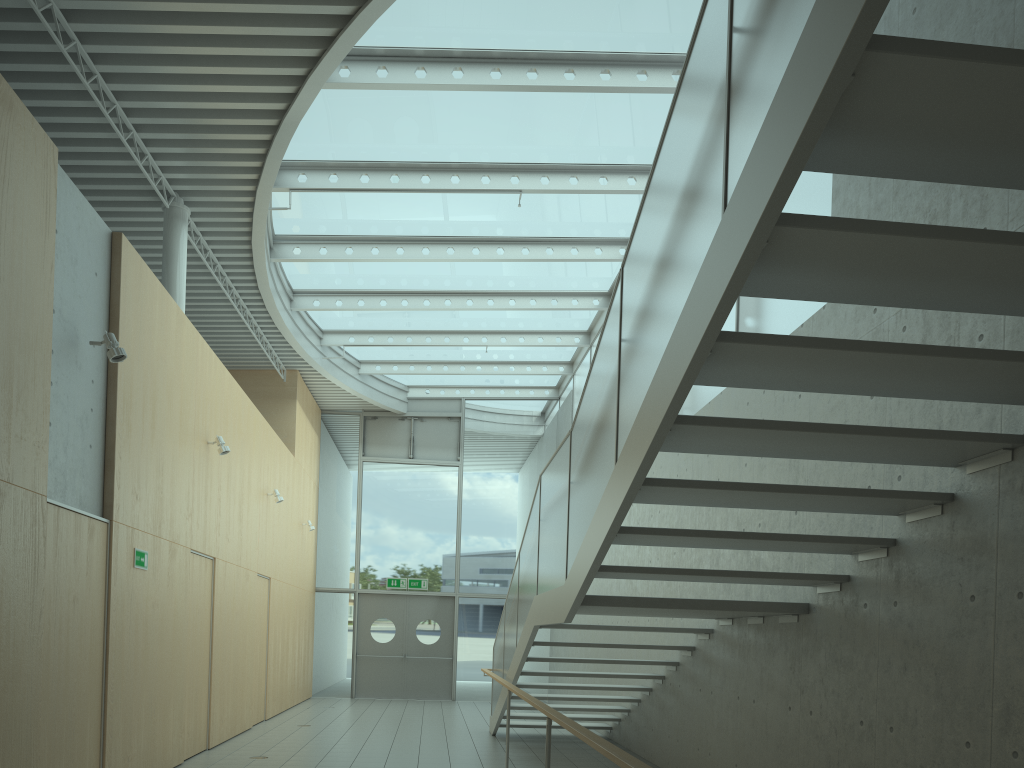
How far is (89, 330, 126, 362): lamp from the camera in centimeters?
583cm

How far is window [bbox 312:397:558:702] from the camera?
16.3 meters

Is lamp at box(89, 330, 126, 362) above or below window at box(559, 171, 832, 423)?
below

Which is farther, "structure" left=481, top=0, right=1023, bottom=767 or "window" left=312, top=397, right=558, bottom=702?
"window" left=312, top=397, right=558, bottom=702

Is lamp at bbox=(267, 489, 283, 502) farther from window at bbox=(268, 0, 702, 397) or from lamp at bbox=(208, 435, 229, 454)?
lamp at bbox=(208, 435, 229, 454)

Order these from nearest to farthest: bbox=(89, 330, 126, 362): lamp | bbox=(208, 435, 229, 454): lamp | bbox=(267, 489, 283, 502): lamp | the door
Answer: bbox=(89, 330, 126, 362): lamp < bbox=(208, 435, 229, 454): lamp < bbox=(267, 489, 283, 502): lamp < the door

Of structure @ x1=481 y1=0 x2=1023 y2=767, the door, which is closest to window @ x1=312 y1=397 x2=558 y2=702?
the door

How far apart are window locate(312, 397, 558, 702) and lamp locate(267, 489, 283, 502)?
5.2m

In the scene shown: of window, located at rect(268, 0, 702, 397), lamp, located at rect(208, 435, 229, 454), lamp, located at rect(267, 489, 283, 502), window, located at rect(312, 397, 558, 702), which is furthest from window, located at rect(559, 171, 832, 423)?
lamp, located at rect(267, 489, 283, 502)

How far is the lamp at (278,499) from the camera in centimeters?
1166cm
